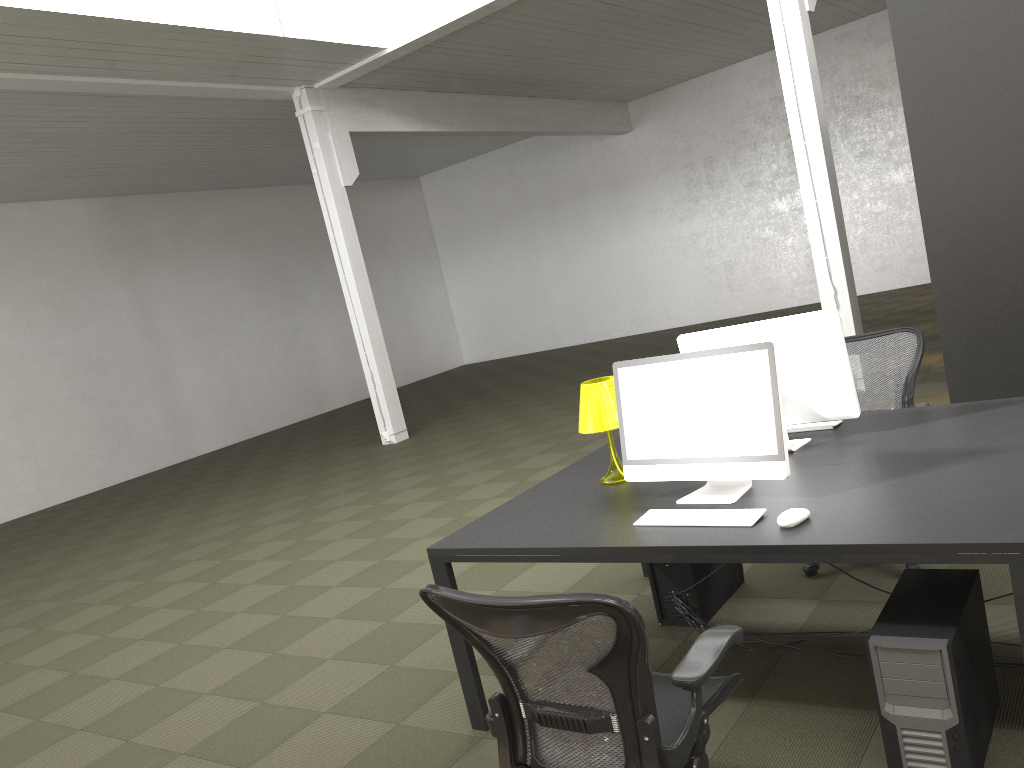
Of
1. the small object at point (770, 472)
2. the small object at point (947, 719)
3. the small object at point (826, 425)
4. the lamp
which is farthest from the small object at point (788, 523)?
the small object at point (826, 425)

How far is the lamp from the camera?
3.57m

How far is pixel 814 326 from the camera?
3.4 meters

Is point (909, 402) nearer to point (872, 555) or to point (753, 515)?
point (753, 515)

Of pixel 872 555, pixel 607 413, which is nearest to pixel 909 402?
pixel 607 413

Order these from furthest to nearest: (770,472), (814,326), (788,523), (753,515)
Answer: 1. (814,326)
2. (770,472)
3. (753,515)
4. (788,523)

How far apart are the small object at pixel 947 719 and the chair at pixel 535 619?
0.4m

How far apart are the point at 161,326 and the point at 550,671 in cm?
1407

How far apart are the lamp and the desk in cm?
3

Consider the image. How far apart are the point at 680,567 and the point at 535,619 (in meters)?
2.11
